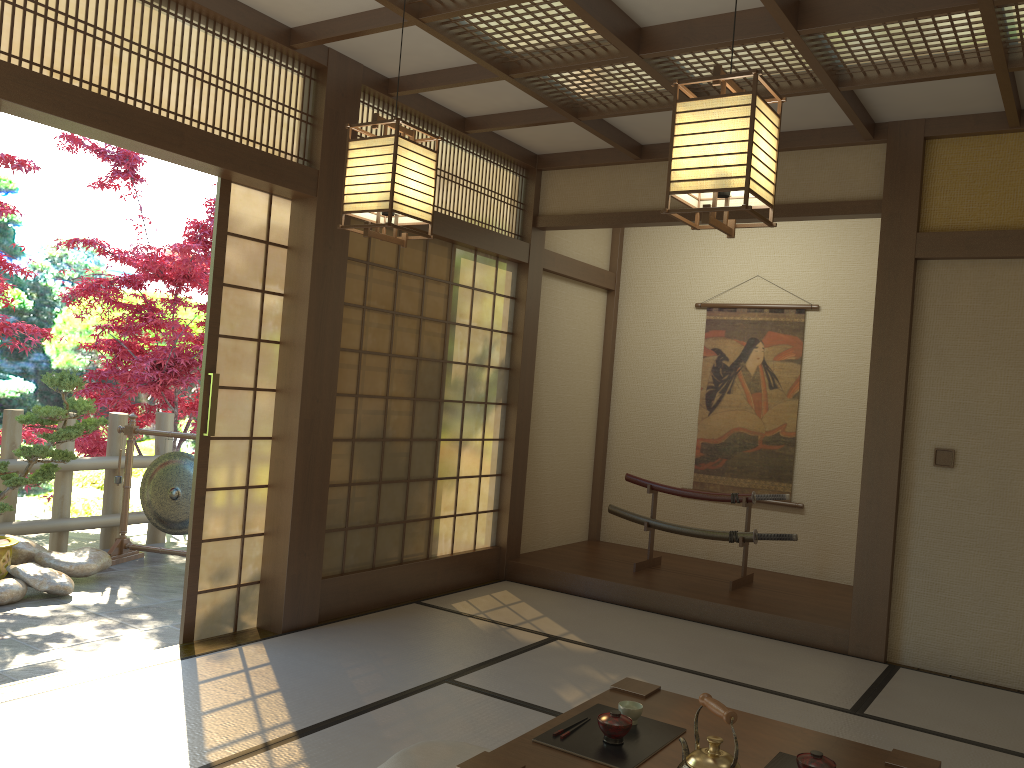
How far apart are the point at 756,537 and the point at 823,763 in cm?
367

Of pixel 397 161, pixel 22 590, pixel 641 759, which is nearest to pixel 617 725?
pixel 641 759

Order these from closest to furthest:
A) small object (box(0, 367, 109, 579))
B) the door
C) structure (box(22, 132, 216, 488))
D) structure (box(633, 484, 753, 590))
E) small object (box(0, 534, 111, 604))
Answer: the door
small object (box(0, 534, 111, 604))
small object (box(0, 367, 109, 579))
structure (box(633, 484, 753, 590))
structure (box(22, 132, 216, 488))

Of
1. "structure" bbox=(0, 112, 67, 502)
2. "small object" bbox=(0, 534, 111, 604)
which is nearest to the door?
"small object" bbox=(0, 534, 111, 604)

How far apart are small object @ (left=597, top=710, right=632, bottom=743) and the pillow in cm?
66

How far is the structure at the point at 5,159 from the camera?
5.38m

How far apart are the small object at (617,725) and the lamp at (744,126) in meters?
1.4

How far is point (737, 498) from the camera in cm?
595

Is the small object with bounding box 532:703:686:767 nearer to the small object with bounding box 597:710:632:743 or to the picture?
the small object with bounding box 597:710:632:743

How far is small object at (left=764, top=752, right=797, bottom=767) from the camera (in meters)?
2.44
